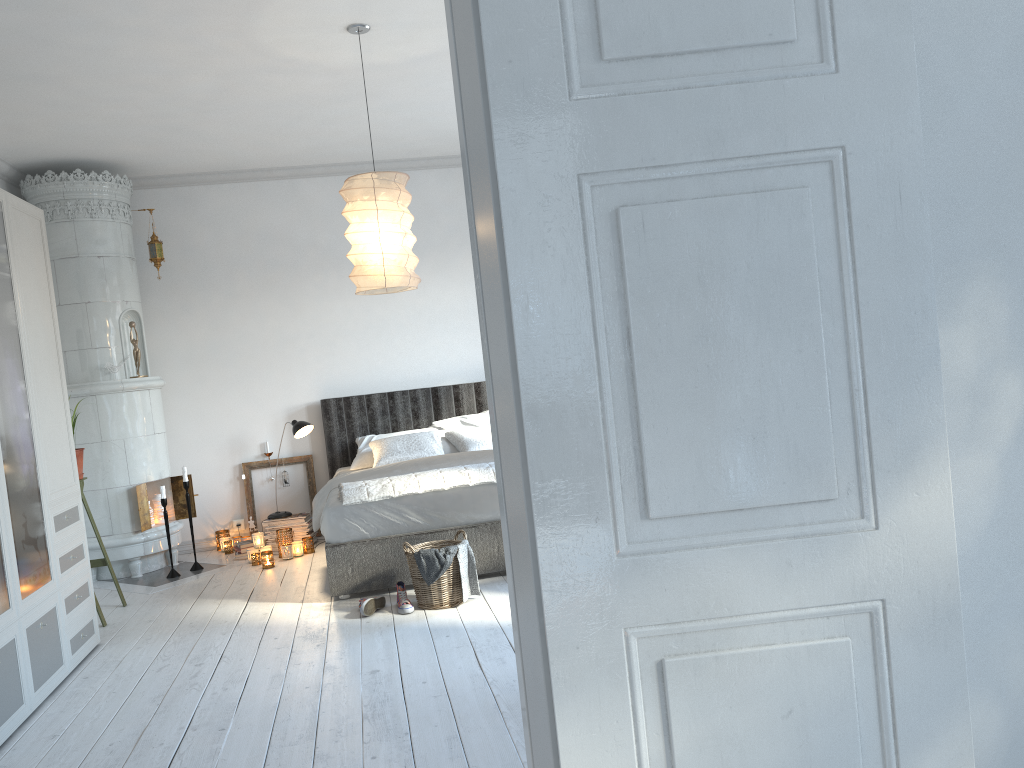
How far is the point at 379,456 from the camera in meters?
6.1

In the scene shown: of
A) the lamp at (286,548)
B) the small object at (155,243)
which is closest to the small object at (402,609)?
the lamp at (286,548)

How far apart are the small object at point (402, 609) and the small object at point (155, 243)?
3.23m

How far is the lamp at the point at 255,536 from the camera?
6.0 meters

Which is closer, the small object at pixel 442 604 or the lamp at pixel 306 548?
the small object at pixel 442 604

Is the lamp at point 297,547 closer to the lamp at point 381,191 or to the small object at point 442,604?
the small object at point 442,604

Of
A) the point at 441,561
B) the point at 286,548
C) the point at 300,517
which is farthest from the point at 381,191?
the point at 300,517

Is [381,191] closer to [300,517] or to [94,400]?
[94,400]

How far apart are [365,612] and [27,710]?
1.5m

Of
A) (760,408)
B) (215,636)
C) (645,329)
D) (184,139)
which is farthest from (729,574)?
(184,139)
